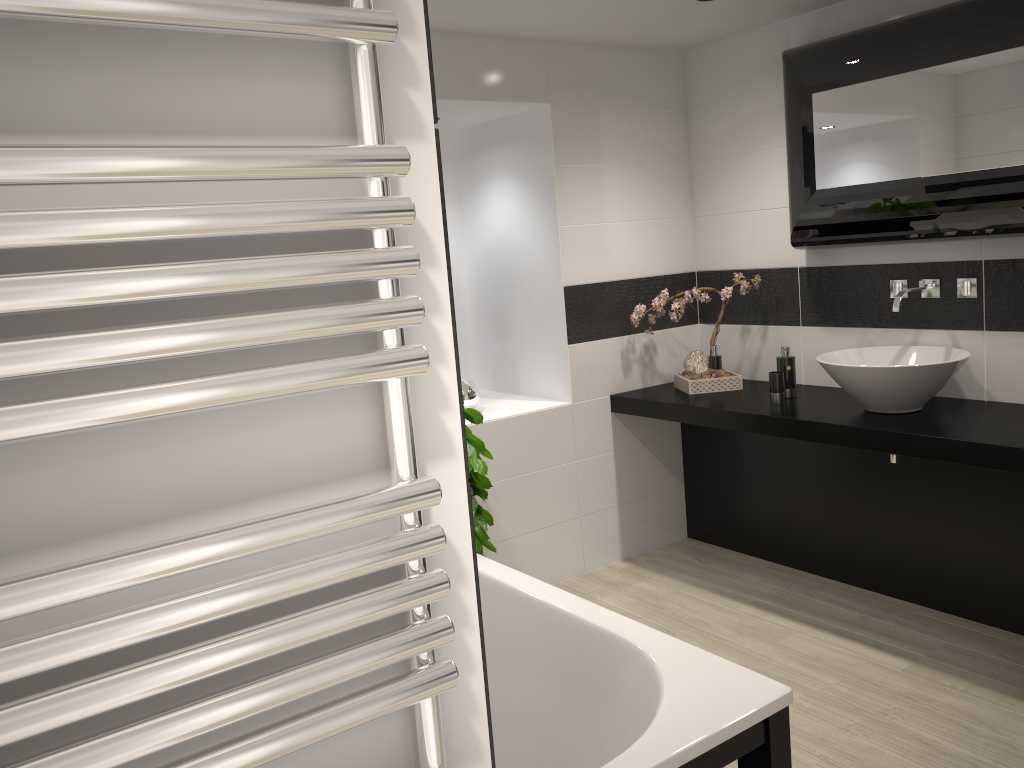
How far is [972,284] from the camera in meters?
3.5 m

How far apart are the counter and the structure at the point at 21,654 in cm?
268

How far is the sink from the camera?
3.24m

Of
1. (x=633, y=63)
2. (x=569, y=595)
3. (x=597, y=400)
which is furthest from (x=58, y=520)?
(x=633, y=63)

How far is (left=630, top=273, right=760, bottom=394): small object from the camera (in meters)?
4.21

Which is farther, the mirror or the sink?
the sink

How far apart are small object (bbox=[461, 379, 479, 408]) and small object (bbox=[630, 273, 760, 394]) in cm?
85

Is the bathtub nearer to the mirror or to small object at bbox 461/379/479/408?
small object at bbox 461/379/479/408

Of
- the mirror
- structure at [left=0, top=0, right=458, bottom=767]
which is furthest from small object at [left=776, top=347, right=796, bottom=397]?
structure at [left=0, top=0, right=458, bottom=767]

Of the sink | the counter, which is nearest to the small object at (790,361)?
the counter
